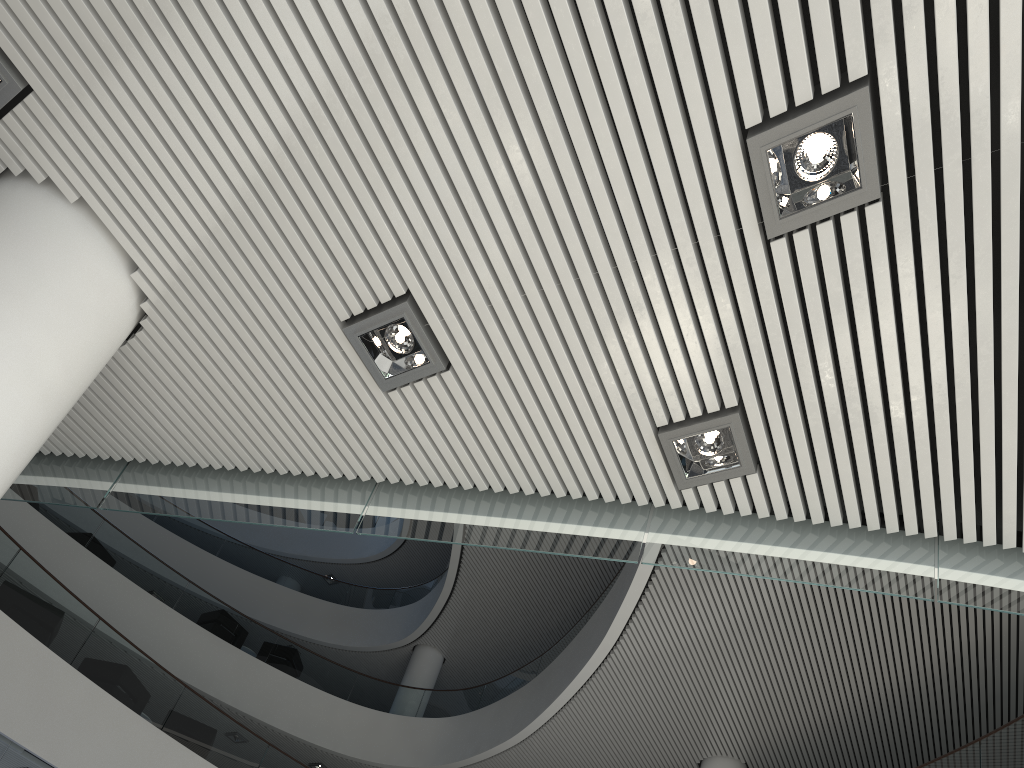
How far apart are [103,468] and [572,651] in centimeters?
514cm

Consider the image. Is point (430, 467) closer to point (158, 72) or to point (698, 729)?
point (158, 72)
